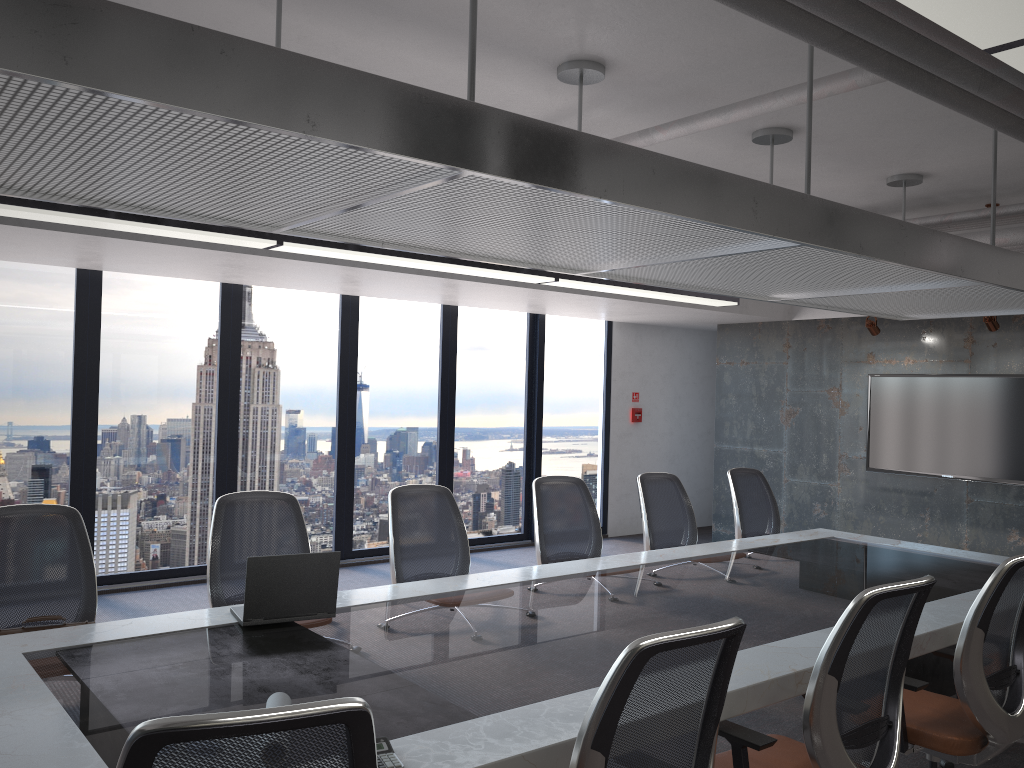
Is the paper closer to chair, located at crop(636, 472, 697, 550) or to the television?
chair, located at crop(636, 472, 697, 550)

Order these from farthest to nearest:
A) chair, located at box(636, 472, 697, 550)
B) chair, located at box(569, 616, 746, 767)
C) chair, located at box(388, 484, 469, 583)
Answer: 1. chair, located at box(636, 472, 697, 550)
2. chair, located at box(388, 484, 469, 583)
3. chair, located at box(569, 616, 746, 767)

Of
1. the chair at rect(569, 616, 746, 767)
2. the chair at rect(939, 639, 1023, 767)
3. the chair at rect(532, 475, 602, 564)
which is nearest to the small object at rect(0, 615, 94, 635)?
the chair at rect(569, 616, 746, 767)

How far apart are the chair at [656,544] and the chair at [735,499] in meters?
0.5

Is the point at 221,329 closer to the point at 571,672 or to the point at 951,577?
the point at 571,672

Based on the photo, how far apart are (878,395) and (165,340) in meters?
6.6

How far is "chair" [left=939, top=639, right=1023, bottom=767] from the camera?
4.1m

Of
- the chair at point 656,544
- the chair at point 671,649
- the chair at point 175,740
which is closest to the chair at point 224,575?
the chair at point 656,544

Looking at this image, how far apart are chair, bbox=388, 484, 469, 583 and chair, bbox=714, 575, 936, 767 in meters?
2.0

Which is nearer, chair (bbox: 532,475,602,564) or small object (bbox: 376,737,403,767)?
small object (bbox: 376,737,403,767)
